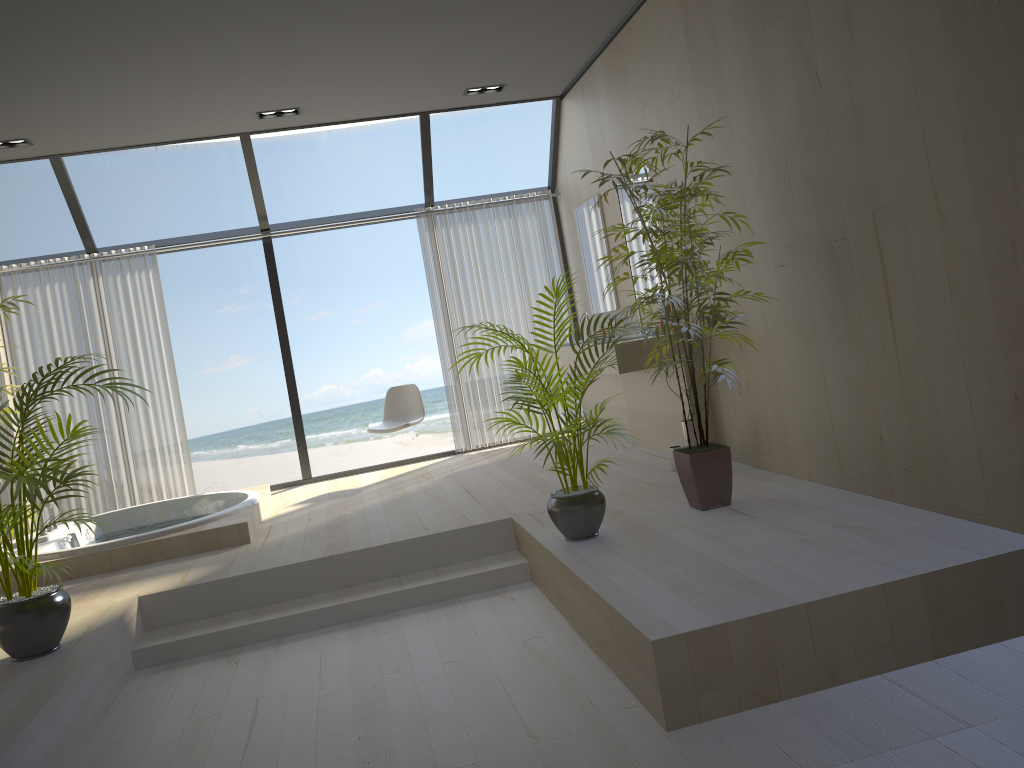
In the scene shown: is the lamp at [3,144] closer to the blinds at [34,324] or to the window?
the window

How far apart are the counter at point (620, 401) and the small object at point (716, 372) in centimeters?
204cm

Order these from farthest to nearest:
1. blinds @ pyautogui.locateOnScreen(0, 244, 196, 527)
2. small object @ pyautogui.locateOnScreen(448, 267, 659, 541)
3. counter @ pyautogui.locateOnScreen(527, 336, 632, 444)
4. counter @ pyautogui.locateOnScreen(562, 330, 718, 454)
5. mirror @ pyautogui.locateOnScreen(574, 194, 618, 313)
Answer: blinds @ pyautogui.locateOnScreen(0, 244, 196, 527) → mirror @ pyautogui.locateOnScreen(574, 194, 618, 313) → counter @ pyautogui.locateOnScreen(527, 336, 632, 444) → counter @ pyautogui.locateOnScreen(562, 330, 718, 454) → small object @ pyautogui.locateOnScreen(448, 267, 659, 541)

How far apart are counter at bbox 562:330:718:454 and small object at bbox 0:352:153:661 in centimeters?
286cm

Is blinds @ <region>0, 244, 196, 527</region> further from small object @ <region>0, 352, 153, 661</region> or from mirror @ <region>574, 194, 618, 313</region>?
mirror @ <region>574, 194, 618, 313</region>

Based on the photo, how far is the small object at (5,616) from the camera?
3.40m

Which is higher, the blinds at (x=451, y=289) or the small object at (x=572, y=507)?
the blinds at (x=451, y=289)

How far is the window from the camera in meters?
6.6

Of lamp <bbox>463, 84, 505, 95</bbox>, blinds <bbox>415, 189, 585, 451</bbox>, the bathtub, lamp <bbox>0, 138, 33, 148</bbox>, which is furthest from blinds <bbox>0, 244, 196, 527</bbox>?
lamp <bbox>463, 84, 505, 95</bbox>

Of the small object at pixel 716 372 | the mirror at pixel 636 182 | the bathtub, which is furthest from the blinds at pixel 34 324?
the small object at pixel 716 372
